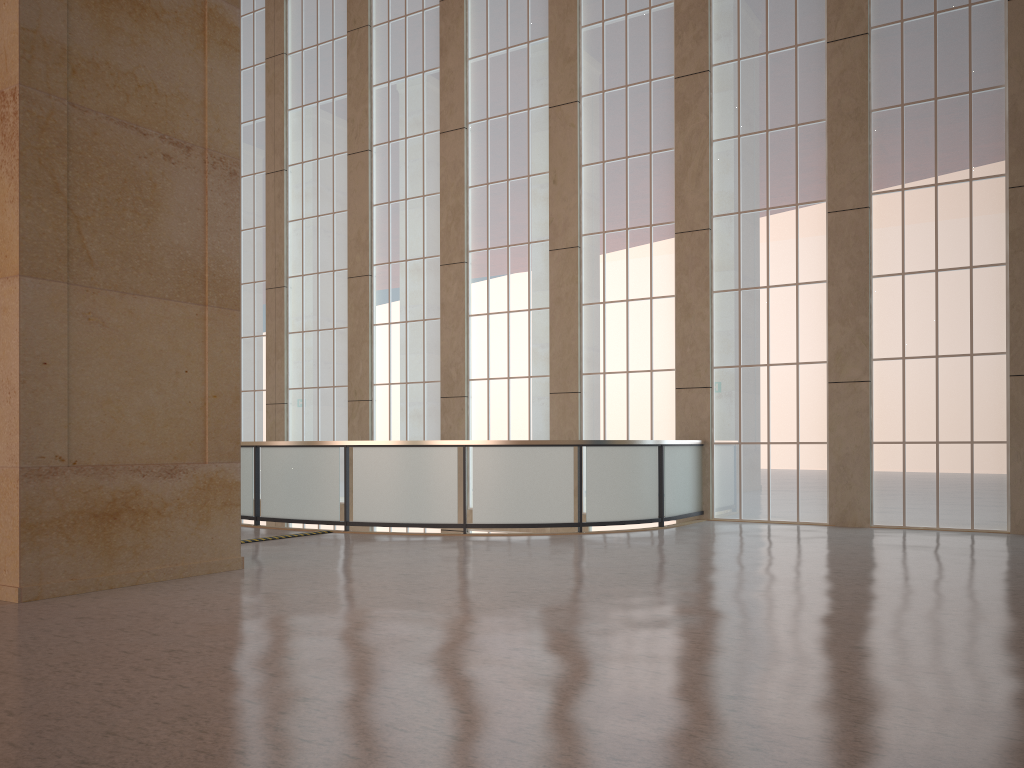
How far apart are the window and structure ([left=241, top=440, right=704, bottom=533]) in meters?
0.5

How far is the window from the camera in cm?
1714

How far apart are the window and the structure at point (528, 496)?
0.5m

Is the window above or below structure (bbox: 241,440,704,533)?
above

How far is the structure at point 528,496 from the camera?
16.4m

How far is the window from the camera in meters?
17.1

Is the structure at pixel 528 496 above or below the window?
below

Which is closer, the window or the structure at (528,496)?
the structure at (528,496)

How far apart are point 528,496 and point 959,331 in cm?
895

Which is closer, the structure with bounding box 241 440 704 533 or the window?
the structure with bounding box 241 440 704 533
